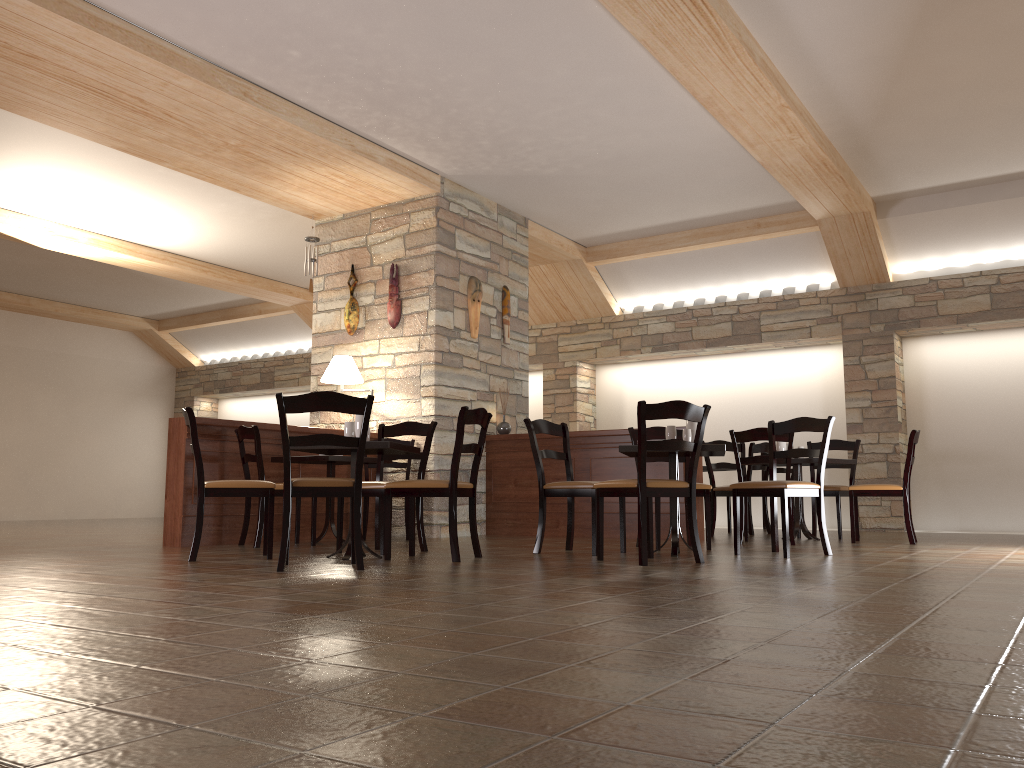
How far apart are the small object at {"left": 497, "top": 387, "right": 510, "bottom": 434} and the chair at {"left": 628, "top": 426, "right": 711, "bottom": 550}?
2.07m

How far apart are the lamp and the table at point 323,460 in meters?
0.9 m

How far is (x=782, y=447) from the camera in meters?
7.3

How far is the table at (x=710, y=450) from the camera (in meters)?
5.06

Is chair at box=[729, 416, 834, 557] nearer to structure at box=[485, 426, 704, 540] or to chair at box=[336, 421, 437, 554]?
structure at box=[485, 426, 704, 540]

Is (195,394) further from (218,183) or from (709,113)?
(709,113)

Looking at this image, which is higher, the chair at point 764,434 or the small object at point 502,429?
the small object at point 502,429

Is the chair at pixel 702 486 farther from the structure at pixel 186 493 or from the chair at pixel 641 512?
the structure at pixel 186 493

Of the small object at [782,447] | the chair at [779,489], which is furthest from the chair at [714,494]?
the chair at [779,489]

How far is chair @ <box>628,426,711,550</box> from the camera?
5.9m
